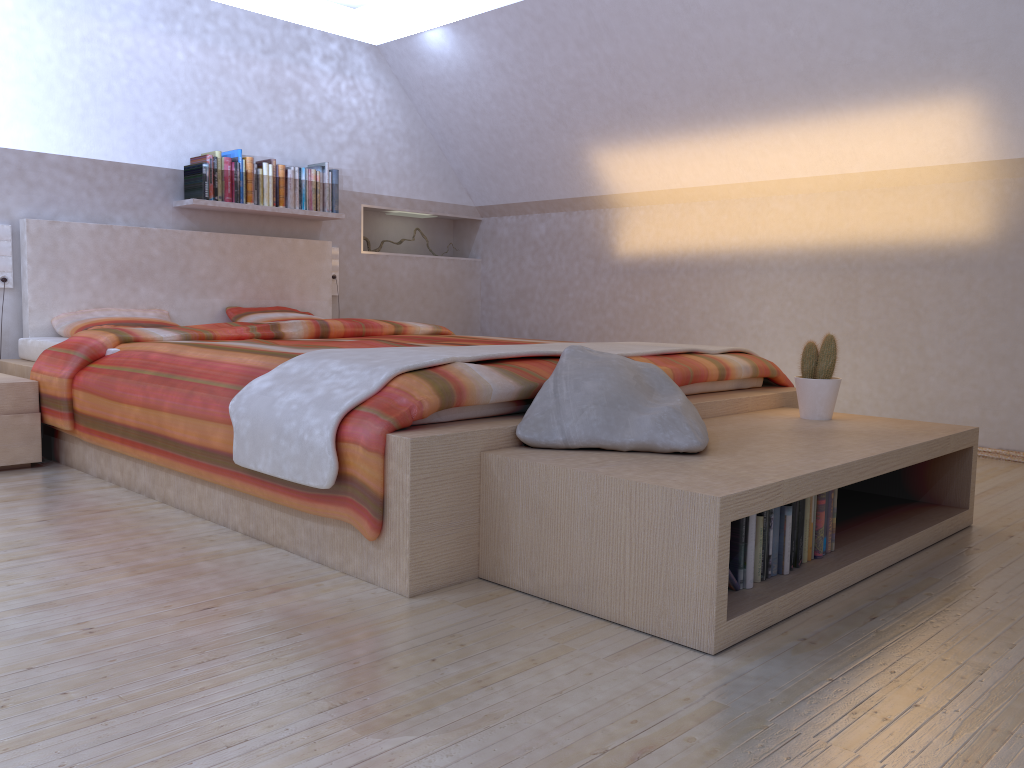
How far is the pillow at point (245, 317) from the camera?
4.66m

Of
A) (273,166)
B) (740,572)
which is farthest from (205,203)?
(740,572)

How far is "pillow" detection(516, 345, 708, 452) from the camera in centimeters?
211cm

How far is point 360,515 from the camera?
2.02m

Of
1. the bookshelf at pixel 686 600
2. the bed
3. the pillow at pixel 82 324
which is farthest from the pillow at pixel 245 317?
the bookshelf at pixel 686 600

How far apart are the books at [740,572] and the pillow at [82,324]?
3.1m

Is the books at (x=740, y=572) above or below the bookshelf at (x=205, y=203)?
below

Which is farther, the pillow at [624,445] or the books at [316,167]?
the books at [316,167]

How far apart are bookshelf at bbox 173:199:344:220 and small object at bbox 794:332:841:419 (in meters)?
3.05

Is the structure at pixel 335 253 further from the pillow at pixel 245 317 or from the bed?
the pillow at pixel 245 317
